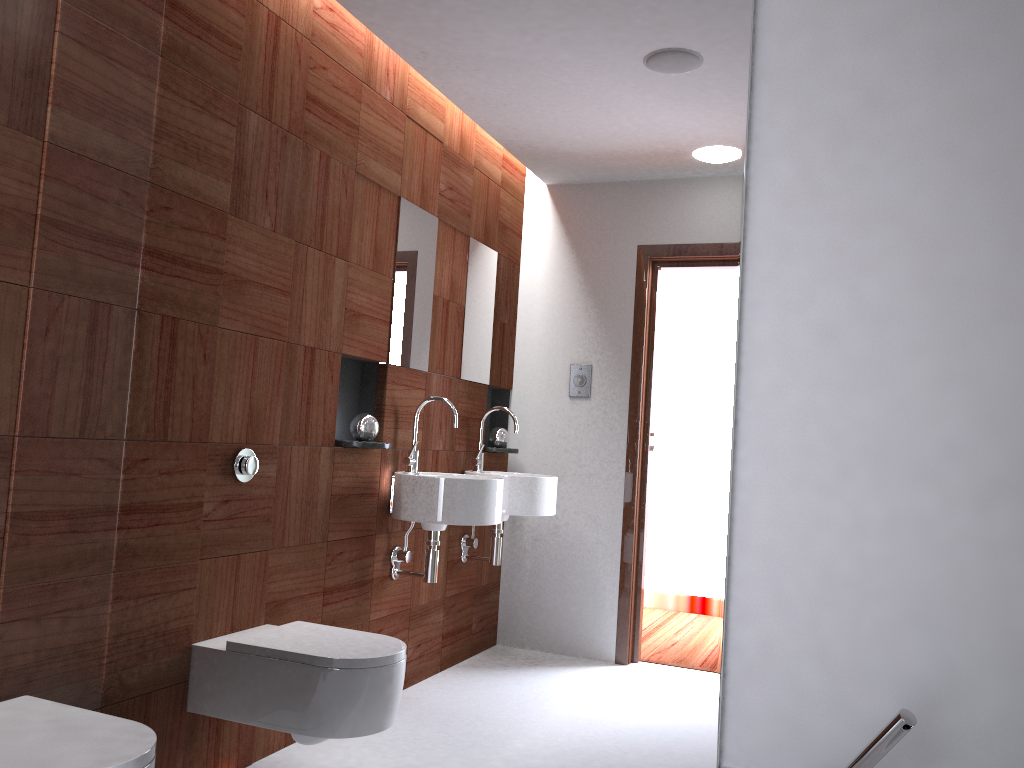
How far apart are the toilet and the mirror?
0.3 meters

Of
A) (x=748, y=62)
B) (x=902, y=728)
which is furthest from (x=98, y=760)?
(x=748, y=62)

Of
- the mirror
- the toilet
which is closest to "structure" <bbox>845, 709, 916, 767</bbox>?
the mirror

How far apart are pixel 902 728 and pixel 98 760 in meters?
1.3

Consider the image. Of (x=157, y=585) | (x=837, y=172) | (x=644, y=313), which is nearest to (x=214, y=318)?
(x=157, y=585)

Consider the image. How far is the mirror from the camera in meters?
1.7

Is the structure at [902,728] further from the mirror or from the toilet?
the toilet

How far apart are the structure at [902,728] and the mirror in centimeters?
29cm

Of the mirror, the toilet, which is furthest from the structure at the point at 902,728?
the toilet

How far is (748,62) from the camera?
1.66m
